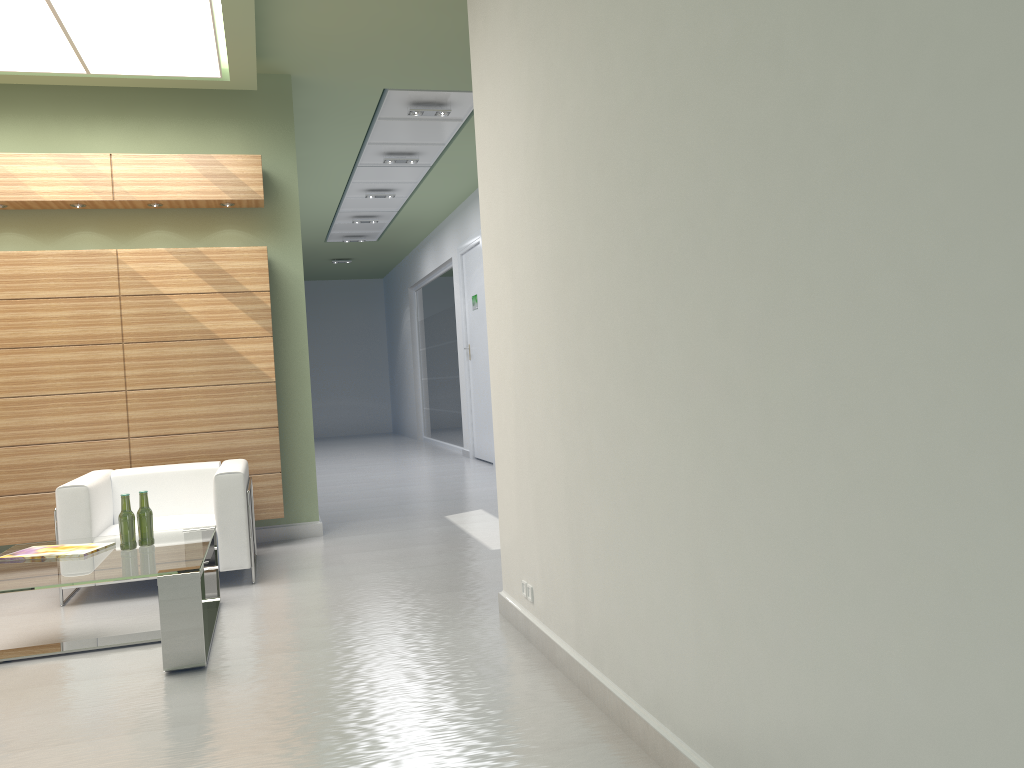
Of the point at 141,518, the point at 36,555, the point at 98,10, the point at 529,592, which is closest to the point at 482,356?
the point at 98,10

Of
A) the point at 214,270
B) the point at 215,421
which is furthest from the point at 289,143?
the point at 215,421

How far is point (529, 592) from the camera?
6.8m

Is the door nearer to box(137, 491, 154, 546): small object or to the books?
box(137, 491, 154, 546): small object

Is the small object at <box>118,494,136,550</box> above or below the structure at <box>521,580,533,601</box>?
above

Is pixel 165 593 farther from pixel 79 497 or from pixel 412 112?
pixel 412 112

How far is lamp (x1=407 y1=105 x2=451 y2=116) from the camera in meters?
13.8

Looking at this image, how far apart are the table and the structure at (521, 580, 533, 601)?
2.4 meters

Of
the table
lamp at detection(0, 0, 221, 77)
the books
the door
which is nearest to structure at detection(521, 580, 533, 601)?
the table

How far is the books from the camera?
7.4m
